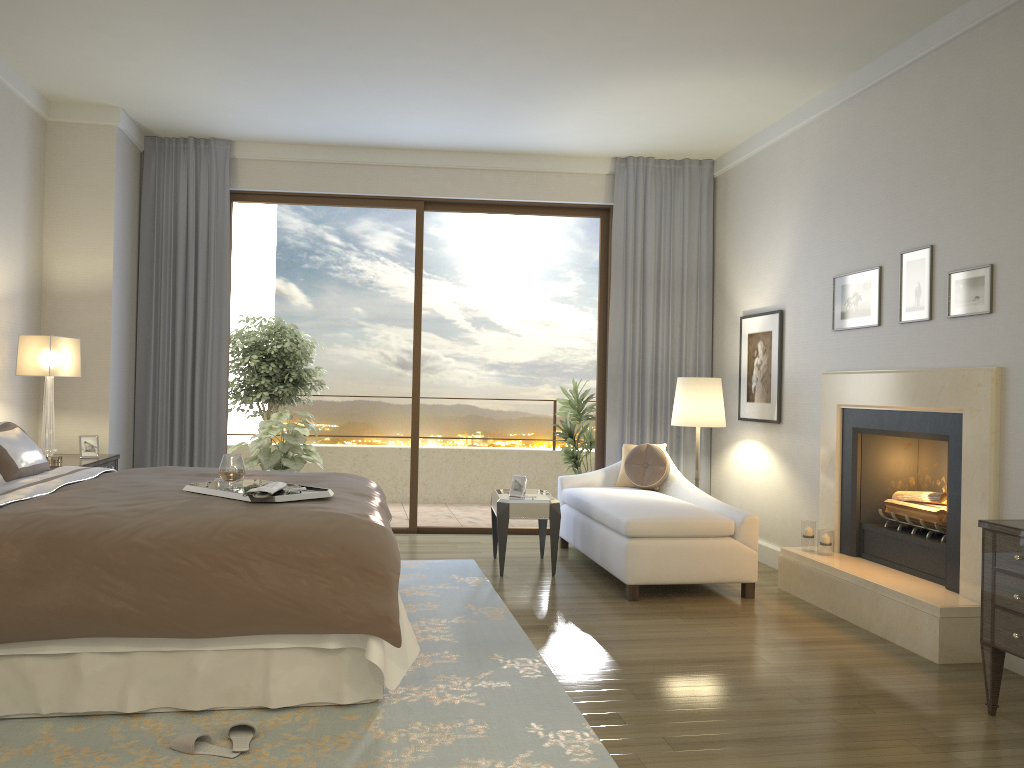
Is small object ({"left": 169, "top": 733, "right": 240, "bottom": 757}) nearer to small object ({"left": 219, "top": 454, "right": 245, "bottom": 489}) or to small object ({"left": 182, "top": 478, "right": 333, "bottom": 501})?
small object ({"left": 182, "top": 478, "right": 333, "bottom": 501})

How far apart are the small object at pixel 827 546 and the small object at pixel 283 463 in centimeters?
430cm

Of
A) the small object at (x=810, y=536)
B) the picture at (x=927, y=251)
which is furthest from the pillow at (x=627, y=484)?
the picture at (x=927, y=251)

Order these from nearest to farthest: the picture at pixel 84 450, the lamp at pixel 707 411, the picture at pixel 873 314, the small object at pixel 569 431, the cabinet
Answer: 1. the cabinet
2. the picture at pixel 873 314
3. the picture at pixel 84 450
4. the lamp at pixel 707 411
5. the small object at pixel 569 431

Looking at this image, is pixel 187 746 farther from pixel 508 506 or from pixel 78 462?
pixel 78 462

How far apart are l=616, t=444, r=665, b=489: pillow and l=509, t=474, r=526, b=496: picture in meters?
1.0 m

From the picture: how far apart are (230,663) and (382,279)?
8.44m

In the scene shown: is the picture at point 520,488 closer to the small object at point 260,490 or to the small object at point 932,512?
the small object at point 932,512

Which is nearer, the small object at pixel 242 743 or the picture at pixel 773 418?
the small object at pixel 242 743

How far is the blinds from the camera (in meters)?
6.90
